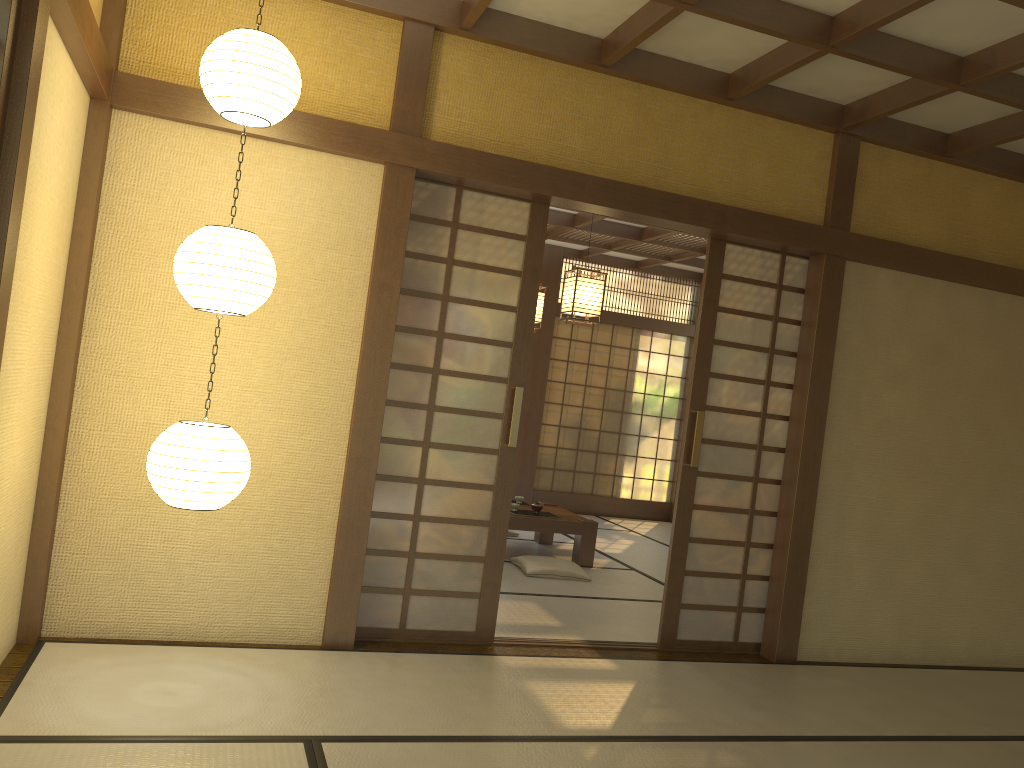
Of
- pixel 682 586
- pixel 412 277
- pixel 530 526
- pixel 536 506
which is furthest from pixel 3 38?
pixel 536 506

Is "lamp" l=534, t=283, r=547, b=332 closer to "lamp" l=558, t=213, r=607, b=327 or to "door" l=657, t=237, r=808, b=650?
"lamp" l=558, t=213, r=607, b=327

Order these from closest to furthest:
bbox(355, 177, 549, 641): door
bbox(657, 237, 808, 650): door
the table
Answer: bbox(355, 177, 549, 641): door → bbox(657, 237, 808, 650): door → the table

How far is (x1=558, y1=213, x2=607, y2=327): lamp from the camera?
6.0m

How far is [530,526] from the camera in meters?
6.7 m

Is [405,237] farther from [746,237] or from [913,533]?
[913,533]

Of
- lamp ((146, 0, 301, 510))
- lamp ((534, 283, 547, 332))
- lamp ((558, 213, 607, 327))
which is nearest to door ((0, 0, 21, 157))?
lamp ((146, 0, 301, 510))

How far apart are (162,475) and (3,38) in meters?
1.5 m

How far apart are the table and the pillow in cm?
26

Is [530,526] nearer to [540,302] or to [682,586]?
[540,302]
